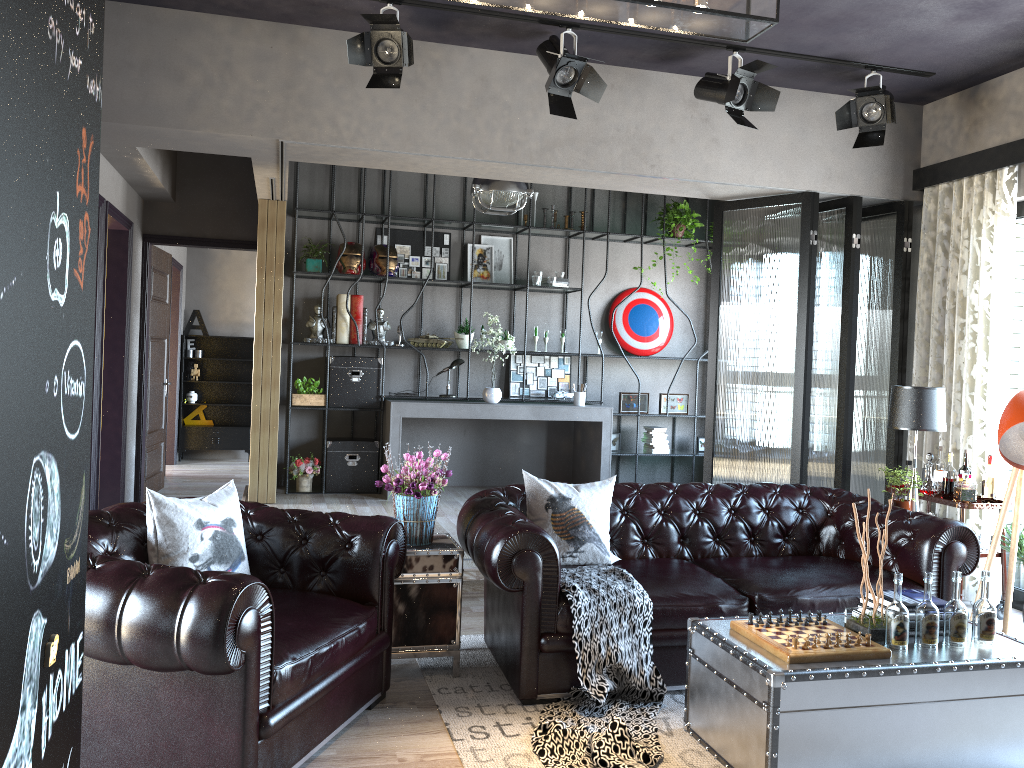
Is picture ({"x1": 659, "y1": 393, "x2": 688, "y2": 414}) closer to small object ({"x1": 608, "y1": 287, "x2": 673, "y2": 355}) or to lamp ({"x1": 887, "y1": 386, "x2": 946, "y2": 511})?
small object ({"x1": 608, "y1": 287, "x2": 673, "y2": 355})

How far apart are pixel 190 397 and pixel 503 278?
5.21m

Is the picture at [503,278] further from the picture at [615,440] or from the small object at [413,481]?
the small object at [413,481]

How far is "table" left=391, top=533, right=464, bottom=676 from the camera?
4.1 meters

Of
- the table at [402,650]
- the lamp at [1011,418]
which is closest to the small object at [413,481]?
the table at [402,650]

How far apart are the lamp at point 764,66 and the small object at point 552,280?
3.31m

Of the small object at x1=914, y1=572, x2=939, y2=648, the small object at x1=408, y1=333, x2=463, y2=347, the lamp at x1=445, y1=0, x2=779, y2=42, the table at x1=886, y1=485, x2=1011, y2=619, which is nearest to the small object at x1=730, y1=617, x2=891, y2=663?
the small object at x1=914, y1=572, x2=939, y2=648

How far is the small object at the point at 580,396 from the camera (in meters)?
8.57

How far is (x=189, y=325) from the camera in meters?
11.9

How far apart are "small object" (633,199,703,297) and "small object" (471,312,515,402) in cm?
221
